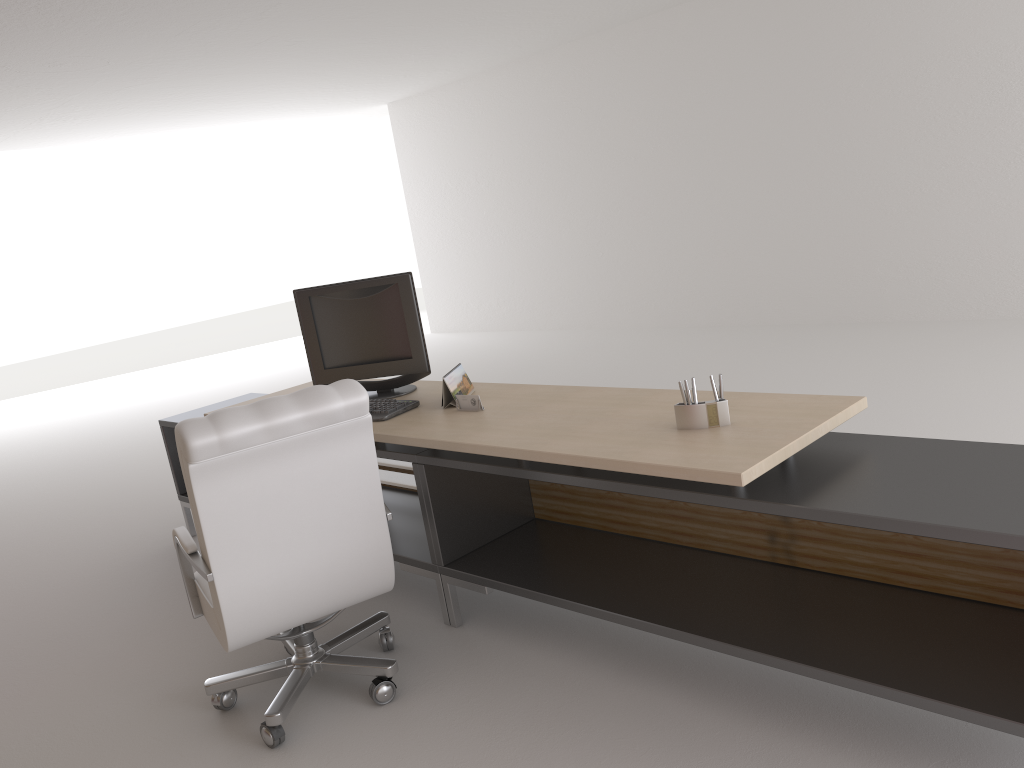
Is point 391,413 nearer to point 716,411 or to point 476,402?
point 476,402

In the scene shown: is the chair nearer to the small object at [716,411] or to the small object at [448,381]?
the small object at [448,381]

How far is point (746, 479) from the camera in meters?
3.2

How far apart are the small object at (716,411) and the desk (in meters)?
0.03

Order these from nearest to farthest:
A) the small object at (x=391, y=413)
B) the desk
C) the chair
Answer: the desk → the chair → the small object at (x=391, y=413)

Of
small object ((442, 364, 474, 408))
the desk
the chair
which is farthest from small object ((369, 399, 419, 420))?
the chair

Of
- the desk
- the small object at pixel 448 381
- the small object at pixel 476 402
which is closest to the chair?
the desk

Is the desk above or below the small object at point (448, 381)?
below

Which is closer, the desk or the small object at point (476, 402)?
the desk

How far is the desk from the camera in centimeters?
321cm
